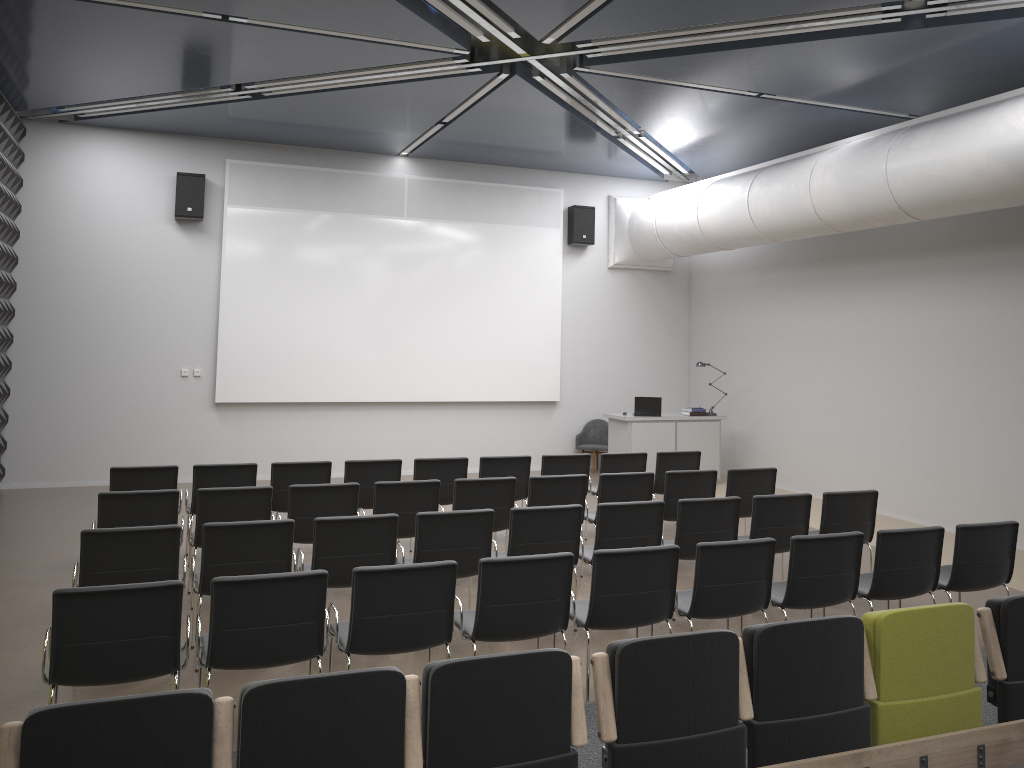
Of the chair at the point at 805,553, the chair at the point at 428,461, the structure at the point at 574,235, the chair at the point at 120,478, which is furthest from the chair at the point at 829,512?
the structure at the point at 574,235

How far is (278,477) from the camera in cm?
820

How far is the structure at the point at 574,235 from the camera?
14.1 meters

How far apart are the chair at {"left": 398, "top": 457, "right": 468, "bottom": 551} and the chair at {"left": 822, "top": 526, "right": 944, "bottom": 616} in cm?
396

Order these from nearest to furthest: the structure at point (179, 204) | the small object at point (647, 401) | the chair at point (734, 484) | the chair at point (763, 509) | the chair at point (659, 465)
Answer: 1. the chair at point (763, 509)
2. the chair at point (734, 484)
3. the chair at point (659, 465)
4. the structure at point (179, 204)
5. the small object at point (647, 401)

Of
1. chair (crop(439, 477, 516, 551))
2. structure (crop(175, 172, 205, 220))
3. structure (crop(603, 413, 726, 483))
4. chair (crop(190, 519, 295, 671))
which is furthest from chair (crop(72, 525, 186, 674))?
structure (crop(603, 413, 726, 483))

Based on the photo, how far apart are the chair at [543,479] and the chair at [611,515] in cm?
87

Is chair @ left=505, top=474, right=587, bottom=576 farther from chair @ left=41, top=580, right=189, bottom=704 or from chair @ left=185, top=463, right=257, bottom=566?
chair @ left=41, top=580, right=189, bottom=704

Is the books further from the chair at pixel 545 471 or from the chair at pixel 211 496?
the chair at pixel 211 496

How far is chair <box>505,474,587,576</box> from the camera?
7.7 meters
